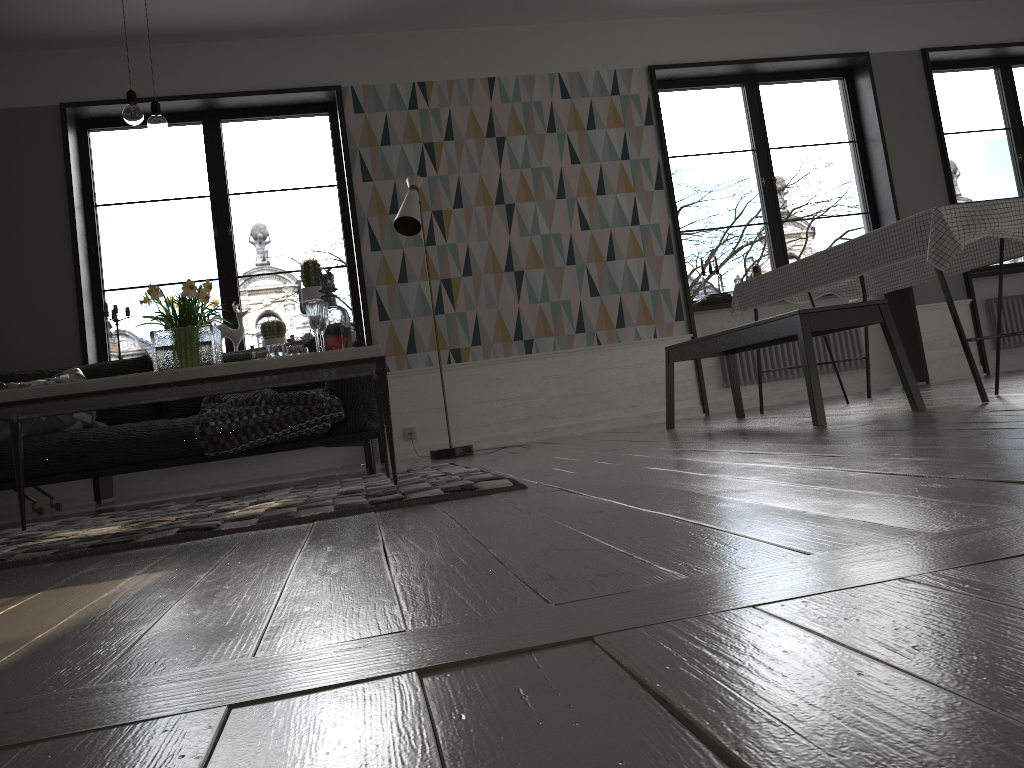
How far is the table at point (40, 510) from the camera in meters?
5.2

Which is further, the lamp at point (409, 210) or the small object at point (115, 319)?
the small object at point (115, 319)

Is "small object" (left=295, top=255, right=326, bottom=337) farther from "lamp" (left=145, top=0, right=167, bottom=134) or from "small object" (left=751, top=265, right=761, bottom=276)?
"small object" (left=751, top=265, right=761, bottom=276)

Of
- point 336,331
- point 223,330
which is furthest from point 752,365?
point 336,331

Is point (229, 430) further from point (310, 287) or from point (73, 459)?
point (310, 287)

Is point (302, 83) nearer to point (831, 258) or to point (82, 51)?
point (82, 51)

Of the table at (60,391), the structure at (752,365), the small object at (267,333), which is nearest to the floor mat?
the table at (60,391)

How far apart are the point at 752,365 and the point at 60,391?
5.0 meters

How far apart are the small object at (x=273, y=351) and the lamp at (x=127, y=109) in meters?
1.0 m

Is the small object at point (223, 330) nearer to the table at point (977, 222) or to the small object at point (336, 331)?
the small object at point (336, 331)
